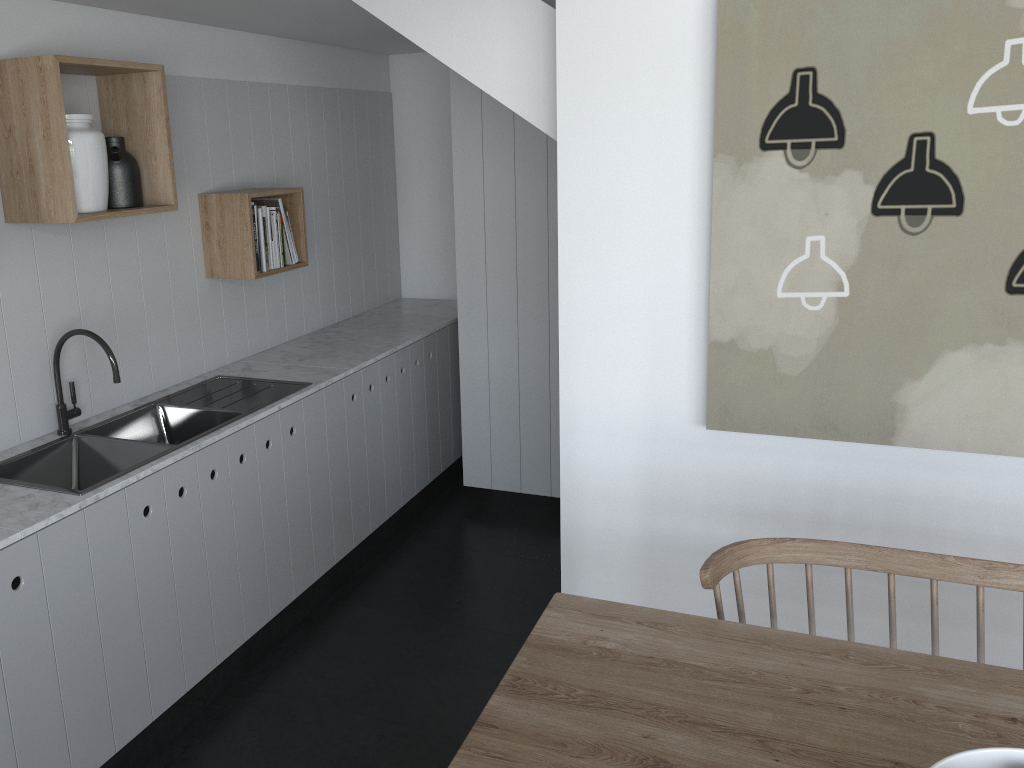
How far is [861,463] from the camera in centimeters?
258cm

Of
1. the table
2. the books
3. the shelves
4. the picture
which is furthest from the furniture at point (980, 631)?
the books

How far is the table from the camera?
1.36m

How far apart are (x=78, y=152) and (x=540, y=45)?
1.4m

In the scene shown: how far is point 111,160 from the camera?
2.8m

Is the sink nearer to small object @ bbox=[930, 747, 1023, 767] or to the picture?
the picture

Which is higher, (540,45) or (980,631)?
(540,45)

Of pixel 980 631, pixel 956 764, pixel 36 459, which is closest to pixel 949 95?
pixel 980 631

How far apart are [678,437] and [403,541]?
1.8 meters

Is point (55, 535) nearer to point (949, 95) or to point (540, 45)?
point (540, 45)
